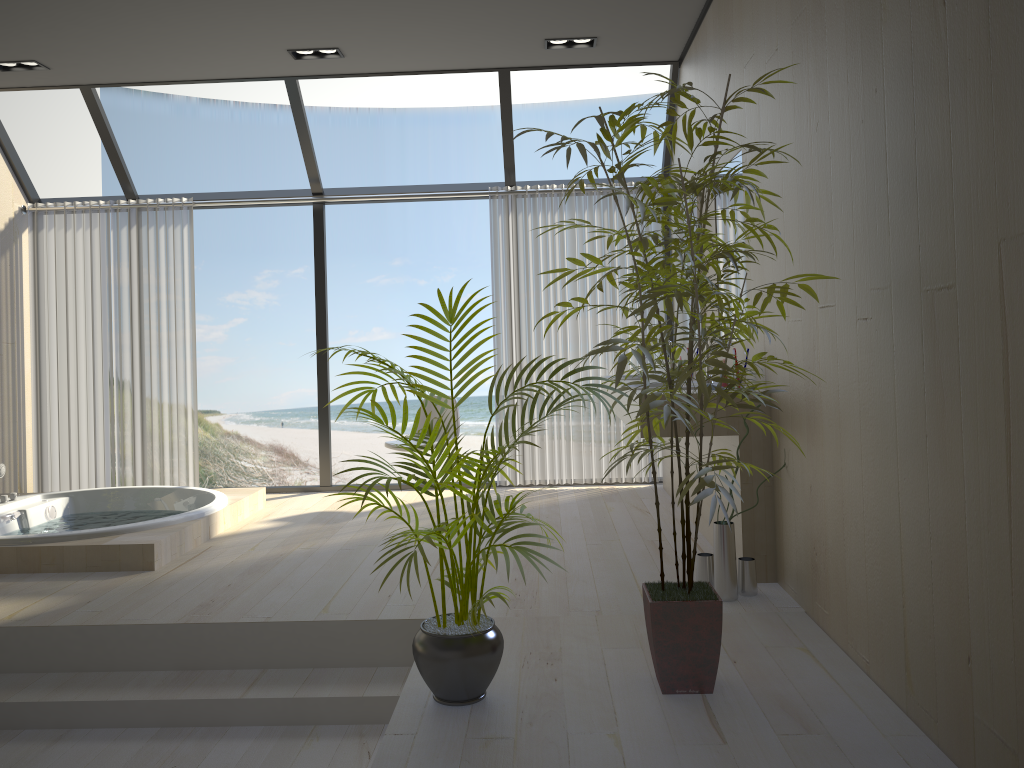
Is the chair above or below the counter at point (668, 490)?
above

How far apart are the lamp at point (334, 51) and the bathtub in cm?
262

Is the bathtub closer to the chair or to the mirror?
the chair

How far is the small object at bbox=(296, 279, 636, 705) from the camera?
2.4m

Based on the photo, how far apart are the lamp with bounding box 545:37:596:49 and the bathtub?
3.24m

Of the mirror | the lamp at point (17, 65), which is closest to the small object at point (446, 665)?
the mirror

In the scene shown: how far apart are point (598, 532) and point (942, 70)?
3.1 meters

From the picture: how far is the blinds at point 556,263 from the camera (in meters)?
6.07

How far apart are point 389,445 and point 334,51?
2.4 meters

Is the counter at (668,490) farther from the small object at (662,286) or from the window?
the small object at (662,286)
